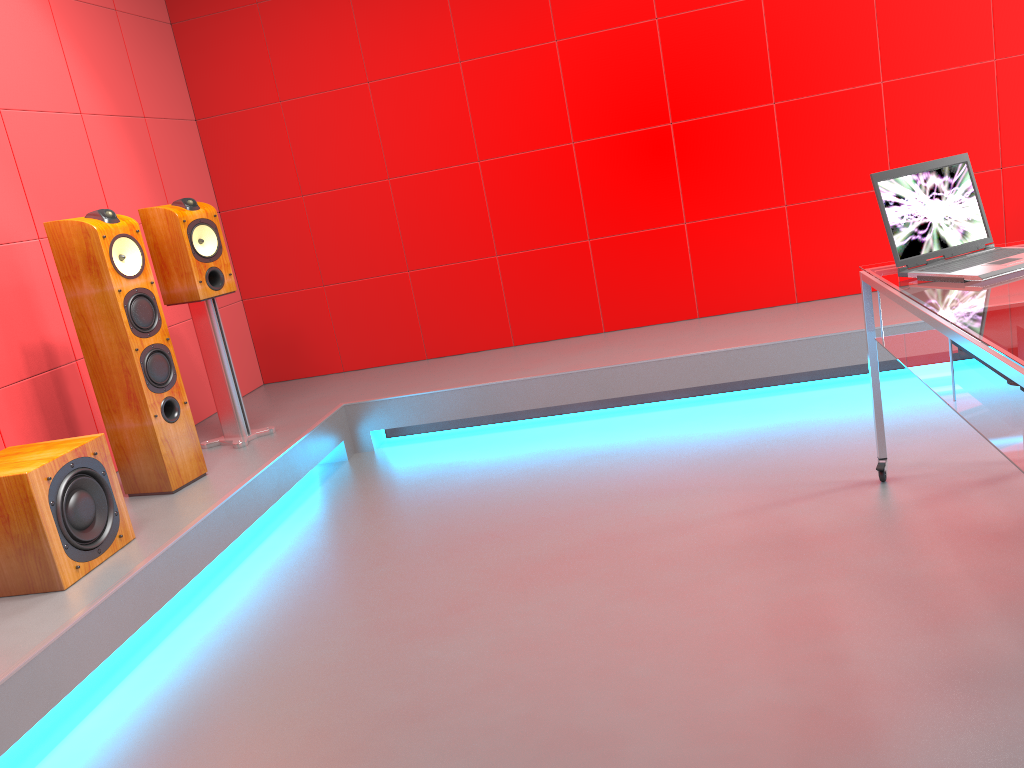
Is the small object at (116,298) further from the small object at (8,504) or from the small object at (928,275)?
the small object at (928,275)

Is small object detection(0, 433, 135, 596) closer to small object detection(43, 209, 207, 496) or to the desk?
small object detection(43, 209, 207, 496)

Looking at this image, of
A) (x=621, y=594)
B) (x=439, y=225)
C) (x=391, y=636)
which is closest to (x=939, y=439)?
(x=621, y=594)

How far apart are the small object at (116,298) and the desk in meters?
2.4

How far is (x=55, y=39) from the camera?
3.8 meters

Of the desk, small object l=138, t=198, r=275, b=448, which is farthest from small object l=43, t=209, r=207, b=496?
the desk

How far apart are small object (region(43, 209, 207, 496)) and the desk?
2.4m

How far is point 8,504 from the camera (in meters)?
2.48

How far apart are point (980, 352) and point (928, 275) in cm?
67

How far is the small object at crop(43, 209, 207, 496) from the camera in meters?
3.1 m
